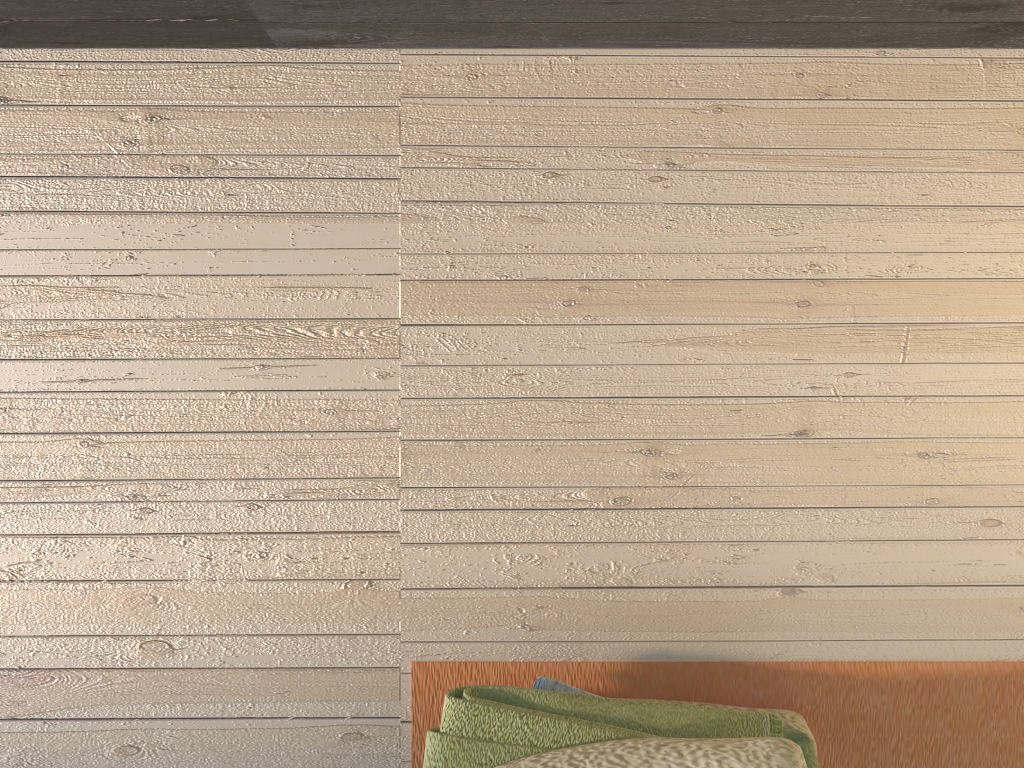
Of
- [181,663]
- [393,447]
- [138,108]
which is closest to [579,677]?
[393,447]

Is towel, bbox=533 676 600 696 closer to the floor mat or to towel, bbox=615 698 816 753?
the floor mat

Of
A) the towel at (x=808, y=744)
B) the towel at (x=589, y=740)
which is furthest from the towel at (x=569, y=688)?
the towel at (x=808, y=744)

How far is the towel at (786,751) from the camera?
0.7 meters

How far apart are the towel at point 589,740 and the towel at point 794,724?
0.1m

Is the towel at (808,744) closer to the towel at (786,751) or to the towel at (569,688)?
the towel at (786,751)

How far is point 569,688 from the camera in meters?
0.8 m

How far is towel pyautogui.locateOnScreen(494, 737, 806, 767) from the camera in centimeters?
74cm

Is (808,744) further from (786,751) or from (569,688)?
(569,688)

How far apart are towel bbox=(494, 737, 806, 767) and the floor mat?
0.13m
